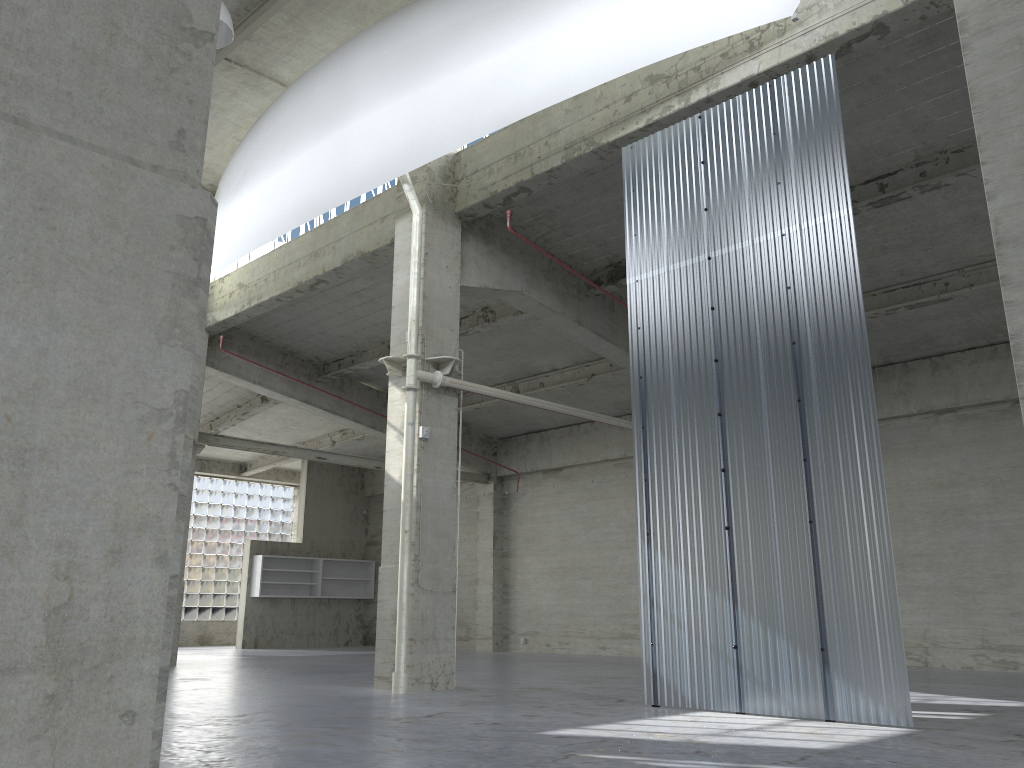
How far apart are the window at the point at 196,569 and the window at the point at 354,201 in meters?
18.4 m

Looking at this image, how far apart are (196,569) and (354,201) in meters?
26.5

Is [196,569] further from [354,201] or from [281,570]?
[354,201]

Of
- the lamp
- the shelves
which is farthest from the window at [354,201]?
the shelves

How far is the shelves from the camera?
40.3 meters

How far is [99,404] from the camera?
1.83m

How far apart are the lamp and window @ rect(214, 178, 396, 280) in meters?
6.7 m

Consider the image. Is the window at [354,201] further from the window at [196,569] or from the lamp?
the window at [196,569]

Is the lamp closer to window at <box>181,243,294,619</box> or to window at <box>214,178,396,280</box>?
window at <box>214,178,396,280</box>

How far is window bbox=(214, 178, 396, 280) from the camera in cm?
2473
